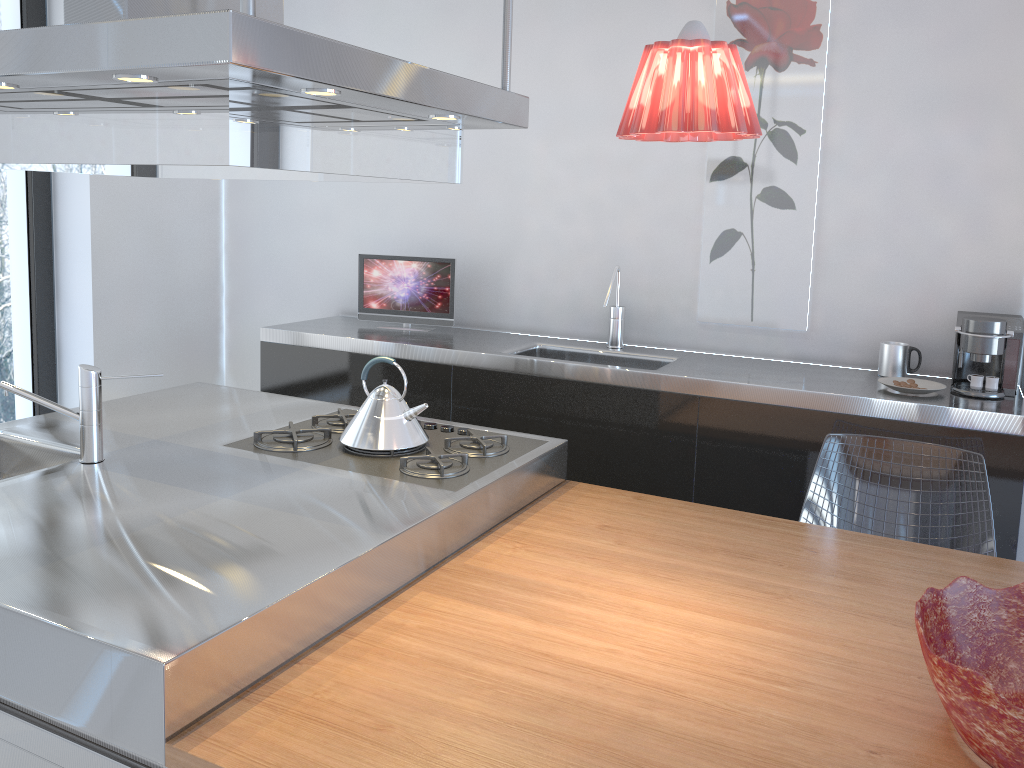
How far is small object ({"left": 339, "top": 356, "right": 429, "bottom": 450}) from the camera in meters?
2.4 m

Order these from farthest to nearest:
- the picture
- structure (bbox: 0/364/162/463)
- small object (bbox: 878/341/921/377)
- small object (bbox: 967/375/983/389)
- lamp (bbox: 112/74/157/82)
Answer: the picture
small object (bbox: 878/341/921/377)
small object (bbox: 967/375/983/389)
structure (bbox: 0/364/162/463)
lamp (bbox: 112/74/157/82)

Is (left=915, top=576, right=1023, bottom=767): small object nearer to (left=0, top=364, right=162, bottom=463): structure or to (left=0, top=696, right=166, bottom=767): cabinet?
(left=0, top=696, right=166, bottom=767): cabinet

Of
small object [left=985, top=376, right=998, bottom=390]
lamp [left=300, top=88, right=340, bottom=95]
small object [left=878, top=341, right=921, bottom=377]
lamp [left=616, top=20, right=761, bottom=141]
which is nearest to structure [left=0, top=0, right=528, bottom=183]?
lamp [left=300, top=88, right=340, bottom=95]

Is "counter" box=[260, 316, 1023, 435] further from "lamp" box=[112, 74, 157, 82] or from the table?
"lamp" box=[112, 74, 157, 82]

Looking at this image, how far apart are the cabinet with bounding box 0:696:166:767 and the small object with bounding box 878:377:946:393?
2.3m

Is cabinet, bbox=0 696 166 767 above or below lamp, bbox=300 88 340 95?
below

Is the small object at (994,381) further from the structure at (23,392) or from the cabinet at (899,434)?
the structure at (23,392)

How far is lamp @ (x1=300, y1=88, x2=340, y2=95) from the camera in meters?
1.6

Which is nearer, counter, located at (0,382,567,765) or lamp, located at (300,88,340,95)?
counter, located at (0,382,567,765)
